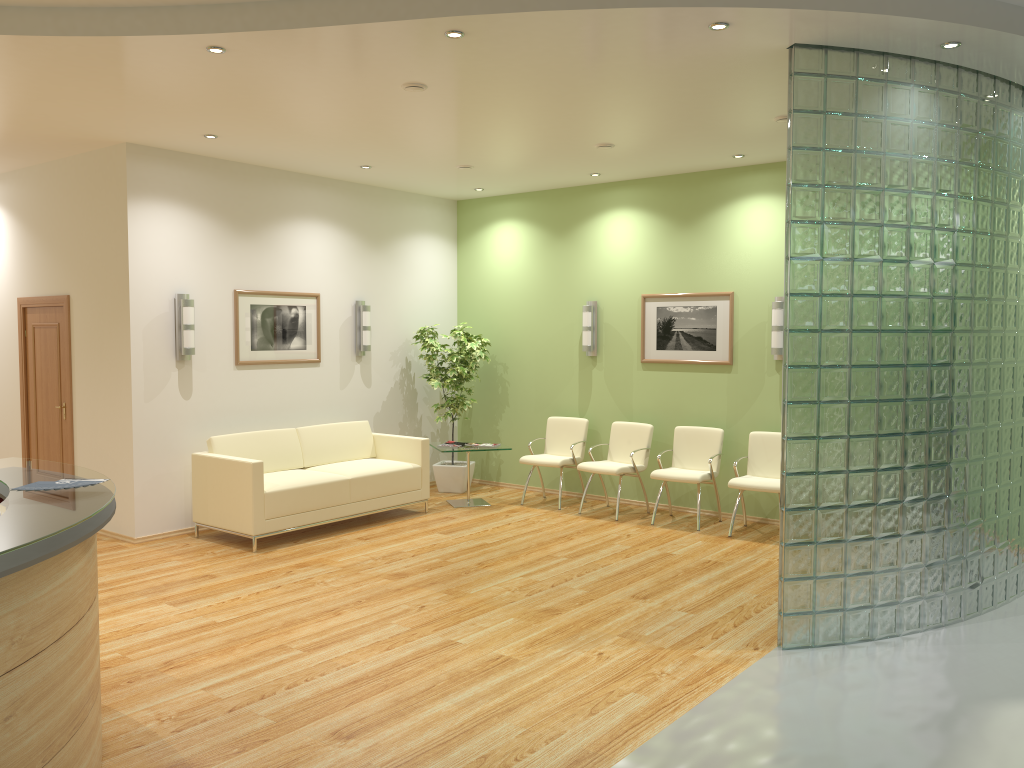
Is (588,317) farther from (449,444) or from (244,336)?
(244,336)

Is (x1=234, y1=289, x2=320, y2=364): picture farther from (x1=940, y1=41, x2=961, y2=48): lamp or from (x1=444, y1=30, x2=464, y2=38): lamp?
(x1=940, y1=41, x2=961, y2=48): lamp

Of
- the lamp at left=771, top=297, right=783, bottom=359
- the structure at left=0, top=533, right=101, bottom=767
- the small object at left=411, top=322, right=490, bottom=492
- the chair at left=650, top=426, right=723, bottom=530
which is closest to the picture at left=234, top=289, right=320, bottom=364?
the small object at left=411, top=322, right=490, bottom=492

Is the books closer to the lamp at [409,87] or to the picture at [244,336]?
the picture at [244,336]

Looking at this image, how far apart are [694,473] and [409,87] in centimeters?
435cm

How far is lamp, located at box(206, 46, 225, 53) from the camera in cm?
488

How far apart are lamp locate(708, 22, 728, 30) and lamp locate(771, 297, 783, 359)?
3.91m

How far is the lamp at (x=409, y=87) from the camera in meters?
5.6

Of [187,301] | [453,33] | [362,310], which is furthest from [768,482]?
[187,301]

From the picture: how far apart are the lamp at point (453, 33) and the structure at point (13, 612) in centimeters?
299cm
